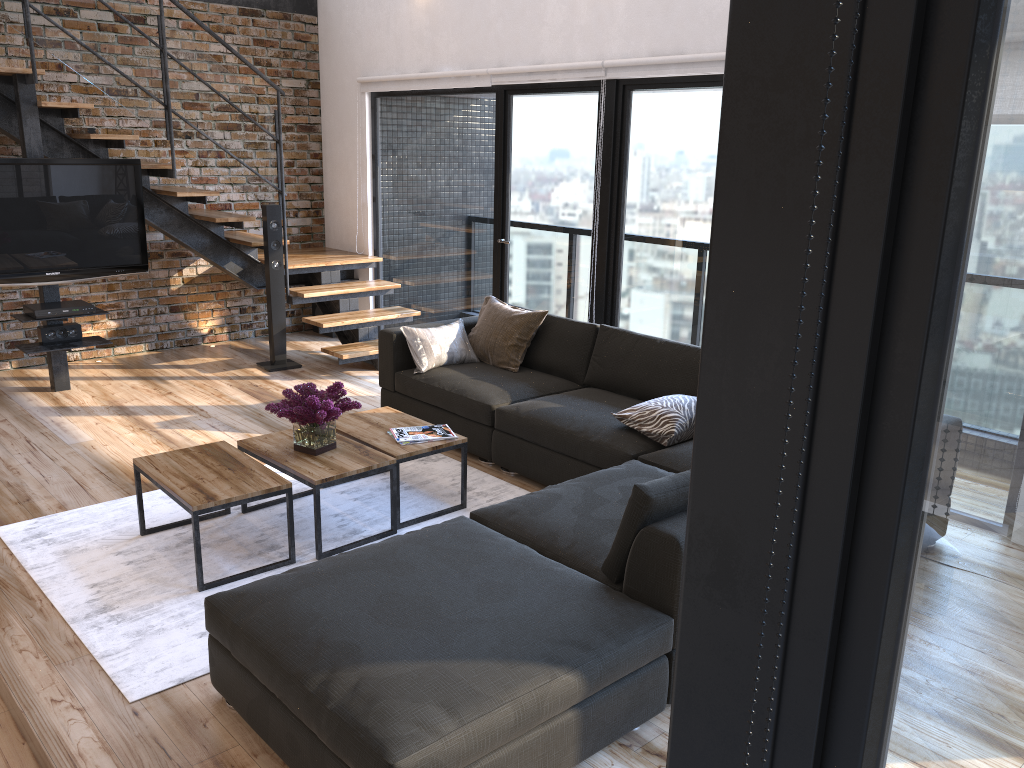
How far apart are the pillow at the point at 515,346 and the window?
0.5m

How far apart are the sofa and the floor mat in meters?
0.1

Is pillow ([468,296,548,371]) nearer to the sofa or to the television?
the sofa

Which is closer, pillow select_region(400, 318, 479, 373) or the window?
the window

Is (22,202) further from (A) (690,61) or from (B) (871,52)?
(B) (871,52)

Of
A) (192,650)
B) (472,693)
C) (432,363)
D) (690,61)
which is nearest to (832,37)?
(472,693)

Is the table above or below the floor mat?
above

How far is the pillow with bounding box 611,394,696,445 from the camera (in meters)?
4.03

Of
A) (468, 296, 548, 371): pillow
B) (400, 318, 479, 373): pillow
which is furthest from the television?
(468, 296, 548, 371): pillow

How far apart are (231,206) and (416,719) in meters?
6.1 m
